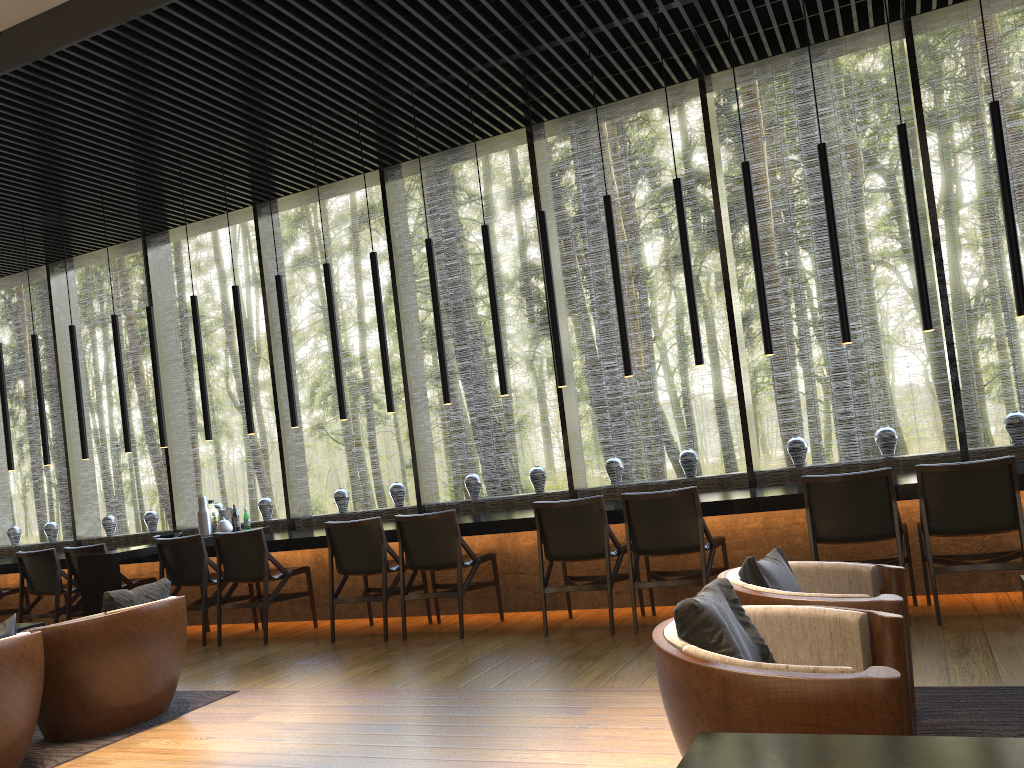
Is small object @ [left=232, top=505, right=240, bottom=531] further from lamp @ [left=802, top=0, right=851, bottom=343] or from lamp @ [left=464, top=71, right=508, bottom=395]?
lamp @ [left=802, top=0, right=851, bottom=343]

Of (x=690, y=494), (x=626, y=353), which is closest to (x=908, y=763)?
(x=690, y=494)

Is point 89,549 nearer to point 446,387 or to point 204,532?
point 204,532

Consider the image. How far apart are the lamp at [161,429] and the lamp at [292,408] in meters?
1.4

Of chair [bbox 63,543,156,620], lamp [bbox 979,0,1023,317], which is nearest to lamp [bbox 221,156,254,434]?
chair [bbox 63,543,156,620]

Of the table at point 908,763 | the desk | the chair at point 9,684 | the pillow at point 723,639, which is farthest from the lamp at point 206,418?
the table at point 908,763

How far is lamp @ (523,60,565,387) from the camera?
6.3m

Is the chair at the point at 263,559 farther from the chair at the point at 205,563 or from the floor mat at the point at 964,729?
the floor mat at the point at 964,729

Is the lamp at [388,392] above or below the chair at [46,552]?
above

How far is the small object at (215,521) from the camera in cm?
780
